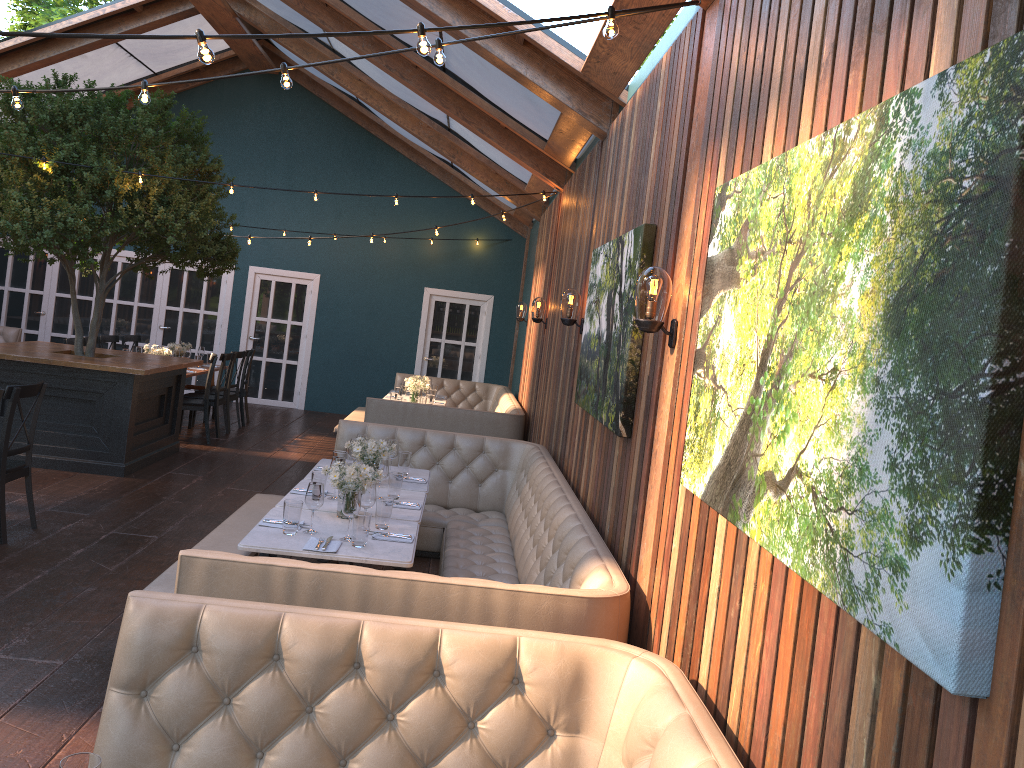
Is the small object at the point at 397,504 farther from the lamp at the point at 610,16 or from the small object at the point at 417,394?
the small object at the point at 417,394

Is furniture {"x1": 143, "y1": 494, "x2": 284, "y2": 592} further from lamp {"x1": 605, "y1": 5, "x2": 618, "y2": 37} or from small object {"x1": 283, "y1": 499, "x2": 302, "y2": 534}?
lamp {"x1": 605, "y1": 5, "x2": 618, "y2": 37}

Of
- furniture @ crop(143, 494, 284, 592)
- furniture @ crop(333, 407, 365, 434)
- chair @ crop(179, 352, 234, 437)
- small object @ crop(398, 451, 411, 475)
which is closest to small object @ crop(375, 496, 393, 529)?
furniture @ crop(143, 494, 284, 592)

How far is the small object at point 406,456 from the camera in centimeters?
614cm

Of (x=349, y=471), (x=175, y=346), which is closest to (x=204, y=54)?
(x=349, y=471)

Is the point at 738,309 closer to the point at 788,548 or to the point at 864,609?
the point at 788,548

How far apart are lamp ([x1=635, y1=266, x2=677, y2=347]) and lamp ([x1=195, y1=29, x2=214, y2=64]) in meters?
1.7

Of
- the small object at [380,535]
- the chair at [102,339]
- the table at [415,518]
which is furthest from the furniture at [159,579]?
the chair at [102,339]

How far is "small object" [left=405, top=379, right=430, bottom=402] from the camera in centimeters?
1081cm

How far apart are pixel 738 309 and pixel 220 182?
13.05m
